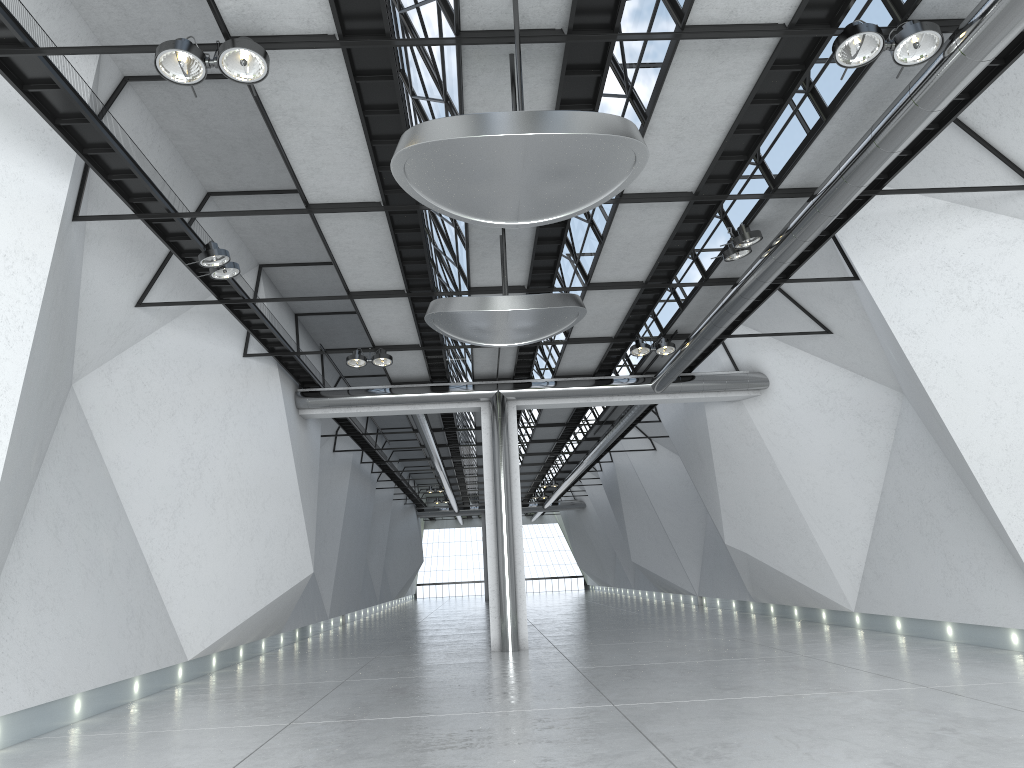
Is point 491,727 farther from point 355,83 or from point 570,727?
point 355,83
